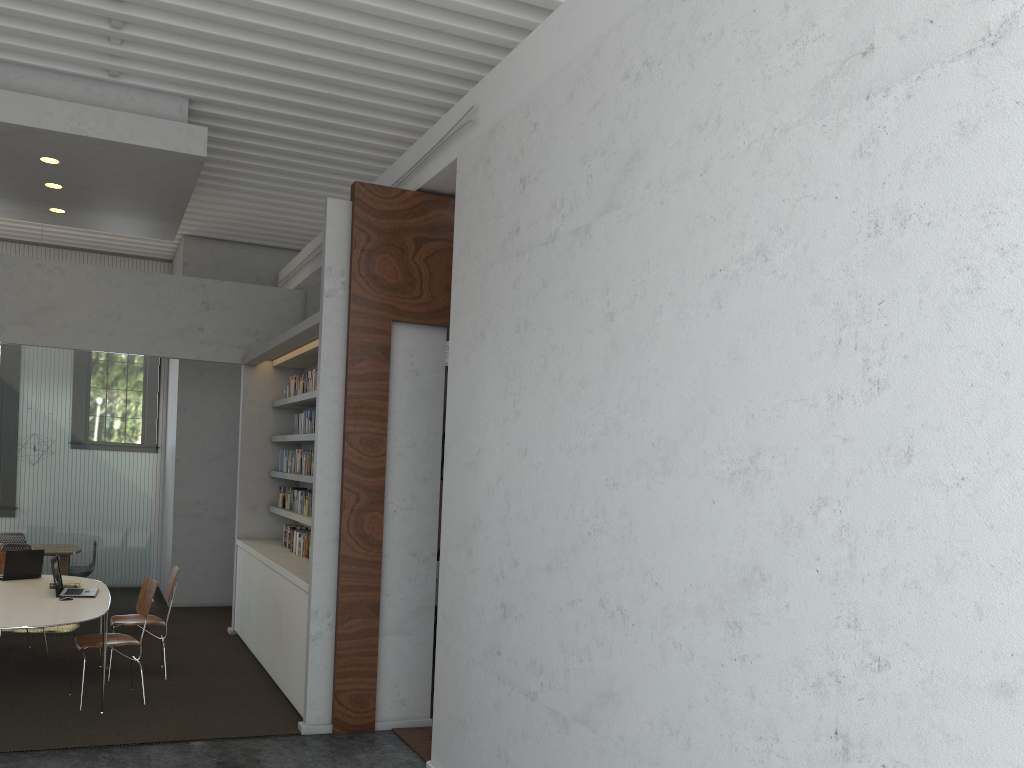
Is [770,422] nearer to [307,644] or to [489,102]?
[489,102]

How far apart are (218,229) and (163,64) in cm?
448

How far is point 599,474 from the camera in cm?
384
